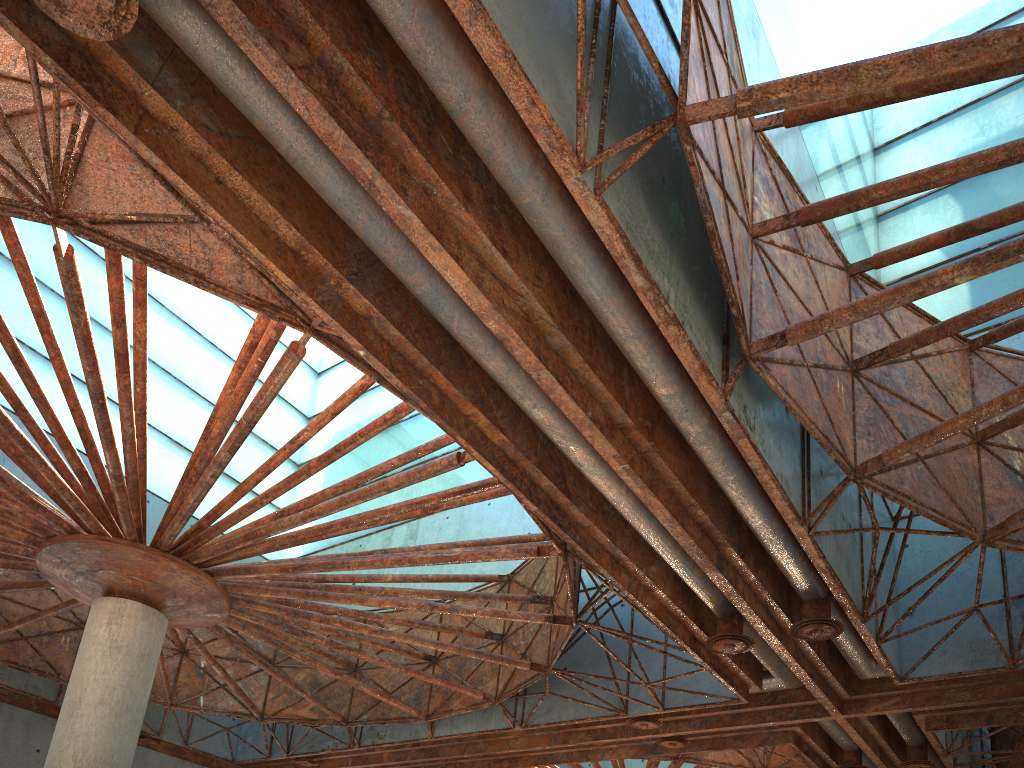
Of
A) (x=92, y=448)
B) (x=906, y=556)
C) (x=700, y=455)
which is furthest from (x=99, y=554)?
(x=906, y=556)
